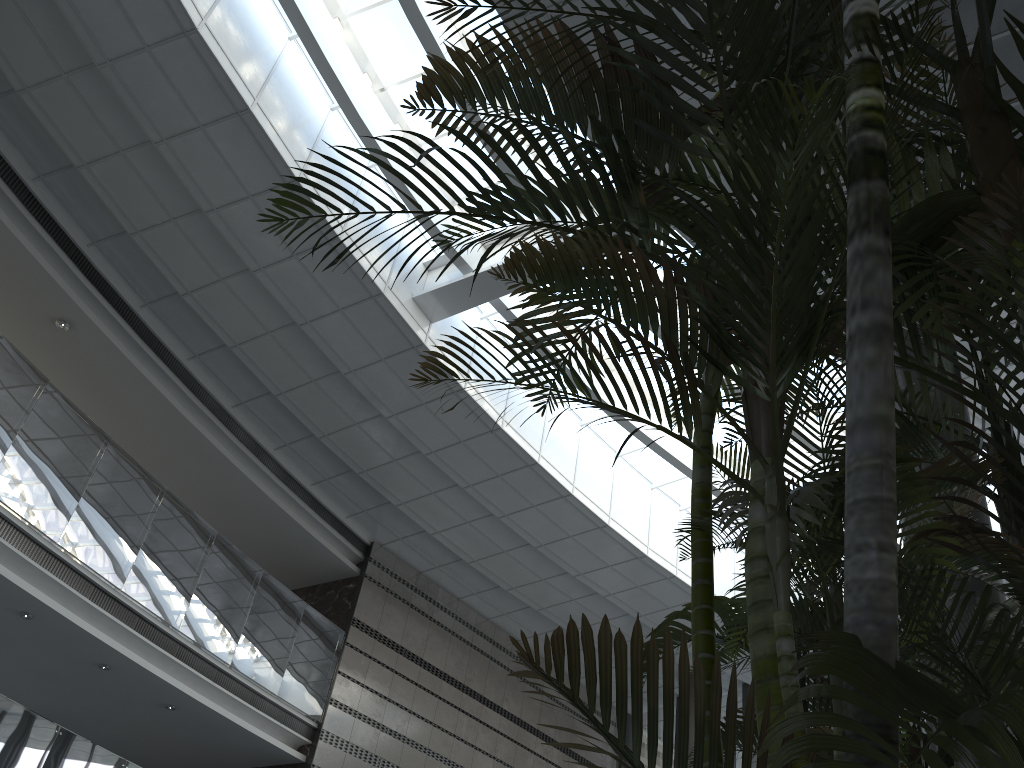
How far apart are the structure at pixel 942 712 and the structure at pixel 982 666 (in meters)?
0.09

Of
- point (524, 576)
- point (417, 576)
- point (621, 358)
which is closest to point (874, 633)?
point (621, 358)

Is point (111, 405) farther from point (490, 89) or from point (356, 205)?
point (490, 89)

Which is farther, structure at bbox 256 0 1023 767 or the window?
the window

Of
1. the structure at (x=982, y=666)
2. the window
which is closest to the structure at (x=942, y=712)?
the structure at (x=982, y=666)

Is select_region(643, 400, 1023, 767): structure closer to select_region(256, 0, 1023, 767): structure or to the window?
select_region(256, 0, 1023, 767): structure

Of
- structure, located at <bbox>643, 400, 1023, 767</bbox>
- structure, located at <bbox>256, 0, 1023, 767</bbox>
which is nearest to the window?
structure, located at <bbox>256, 0, 1023, 767</bbox>

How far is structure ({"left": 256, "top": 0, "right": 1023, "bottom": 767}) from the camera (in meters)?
0.89

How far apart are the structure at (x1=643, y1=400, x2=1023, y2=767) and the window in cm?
748

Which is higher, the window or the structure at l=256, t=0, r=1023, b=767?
the window
